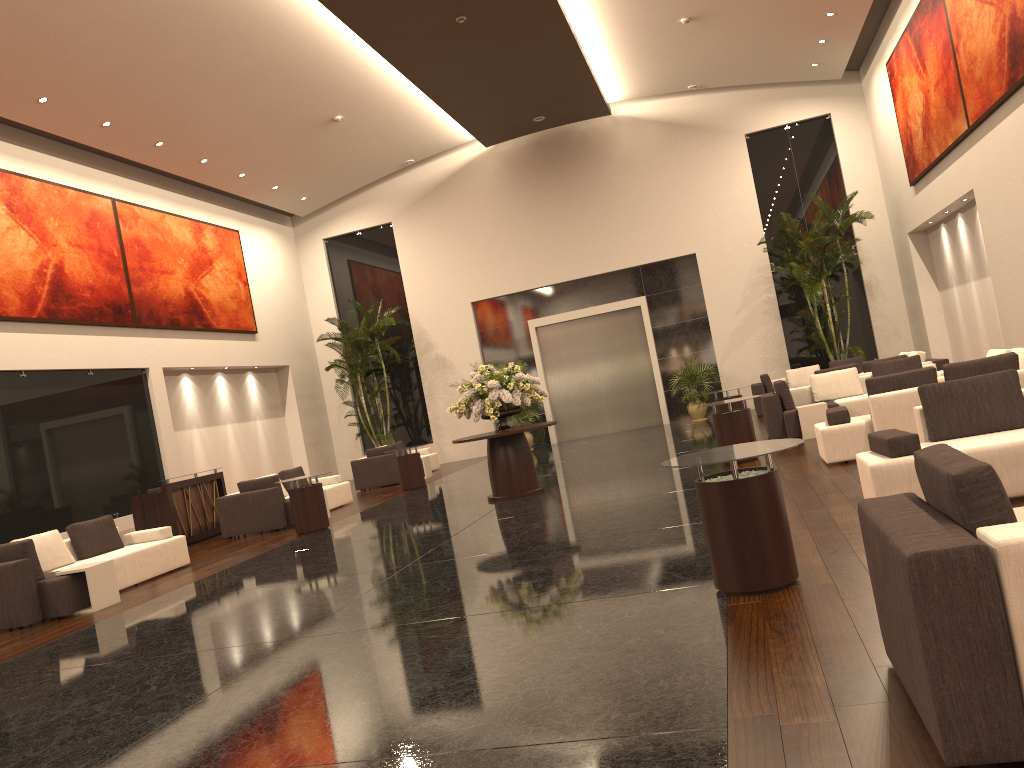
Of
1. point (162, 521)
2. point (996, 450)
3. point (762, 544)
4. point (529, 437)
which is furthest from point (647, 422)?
point (762, 544)

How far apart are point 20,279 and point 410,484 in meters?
7.4

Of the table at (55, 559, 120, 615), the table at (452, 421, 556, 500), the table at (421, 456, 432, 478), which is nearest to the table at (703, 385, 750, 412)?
the table at (452, 421, 556, 500)

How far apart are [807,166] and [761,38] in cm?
436

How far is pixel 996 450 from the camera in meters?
6.1

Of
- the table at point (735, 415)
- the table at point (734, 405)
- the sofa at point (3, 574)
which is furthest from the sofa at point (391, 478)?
the table at point (735, 415)

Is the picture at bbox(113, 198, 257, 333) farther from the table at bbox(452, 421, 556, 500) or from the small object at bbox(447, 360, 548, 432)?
the table at bbox(452, 421, 556, 500)

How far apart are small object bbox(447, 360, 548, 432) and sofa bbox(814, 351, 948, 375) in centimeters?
573cm

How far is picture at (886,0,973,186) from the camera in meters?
13.9

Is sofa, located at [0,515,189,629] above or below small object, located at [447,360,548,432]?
below
